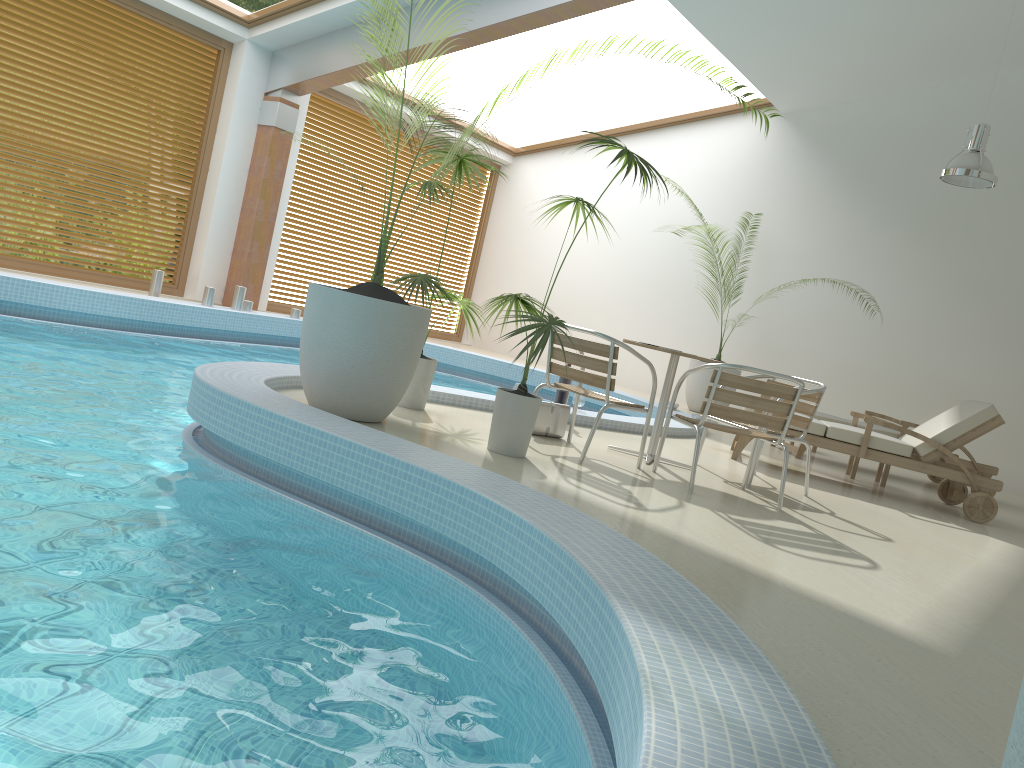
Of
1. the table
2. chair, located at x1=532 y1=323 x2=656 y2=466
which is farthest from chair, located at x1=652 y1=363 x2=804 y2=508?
the table

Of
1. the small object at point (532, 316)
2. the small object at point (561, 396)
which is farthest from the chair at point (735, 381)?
the small object at point (561, 396)

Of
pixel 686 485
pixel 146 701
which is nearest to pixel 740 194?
pixel 686 485

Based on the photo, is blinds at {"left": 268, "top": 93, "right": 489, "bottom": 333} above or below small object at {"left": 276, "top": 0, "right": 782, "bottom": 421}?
above

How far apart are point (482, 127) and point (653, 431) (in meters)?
2.32

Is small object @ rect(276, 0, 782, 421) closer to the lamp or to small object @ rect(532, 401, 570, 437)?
small object @ rect(532, 401, 570, 437)

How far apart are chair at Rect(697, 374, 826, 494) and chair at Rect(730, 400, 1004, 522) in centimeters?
103cm

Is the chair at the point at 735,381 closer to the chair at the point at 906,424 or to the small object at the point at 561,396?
the small object at the point at 561,396

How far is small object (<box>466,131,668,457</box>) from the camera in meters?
4.4

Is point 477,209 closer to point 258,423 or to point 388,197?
point 388,197
